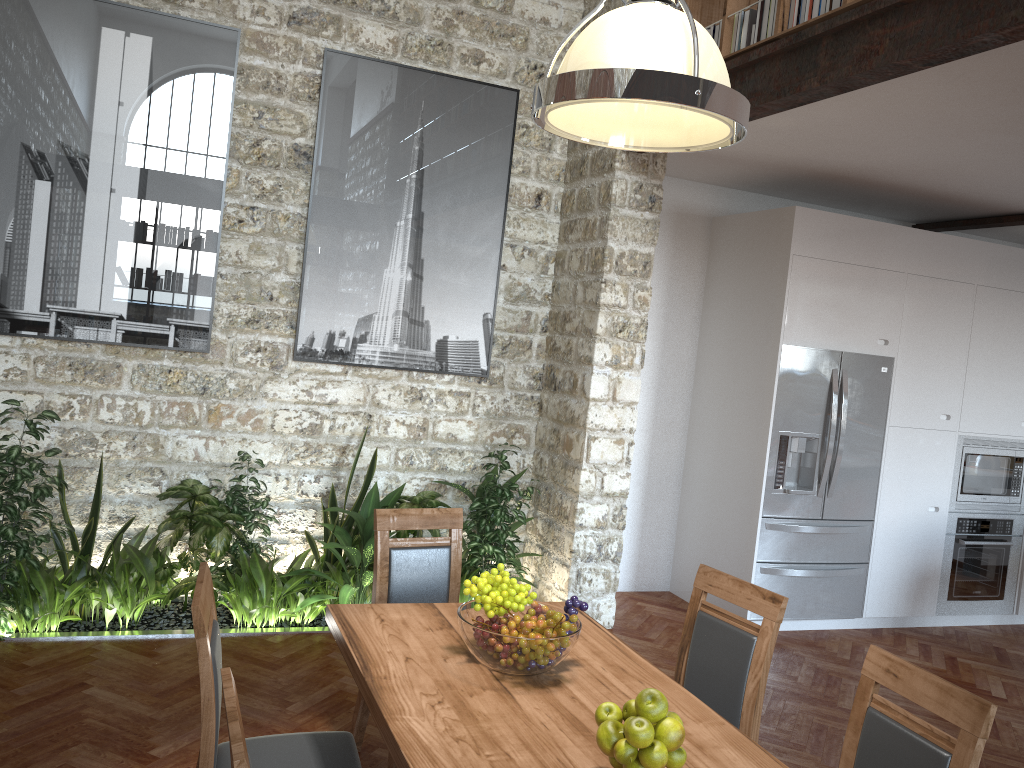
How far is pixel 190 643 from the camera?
4.49m

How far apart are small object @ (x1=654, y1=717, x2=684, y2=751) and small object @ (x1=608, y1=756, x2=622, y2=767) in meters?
0.1 m

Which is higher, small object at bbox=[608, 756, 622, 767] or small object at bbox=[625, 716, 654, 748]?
small object at bbox=[625, 716, 654, 748]

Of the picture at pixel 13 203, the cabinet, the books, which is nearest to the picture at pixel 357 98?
the picture at pixel 13 203

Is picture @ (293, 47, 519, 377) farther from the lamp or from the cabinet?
the lamp

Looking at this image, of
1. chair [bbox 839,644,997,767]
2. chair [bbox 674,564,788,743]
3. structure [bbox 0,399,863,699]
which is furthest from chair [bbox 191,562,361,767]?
structure [bbox 0,399,863,699]

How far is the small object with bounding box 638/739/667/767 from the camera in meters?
1.9 m

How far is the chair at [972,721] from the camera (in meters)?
2.11

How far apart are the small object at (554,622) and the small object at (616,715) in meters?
0.4 m

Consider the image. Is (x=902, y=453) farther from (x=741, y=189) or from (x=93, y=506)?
(x=93, y=506)
